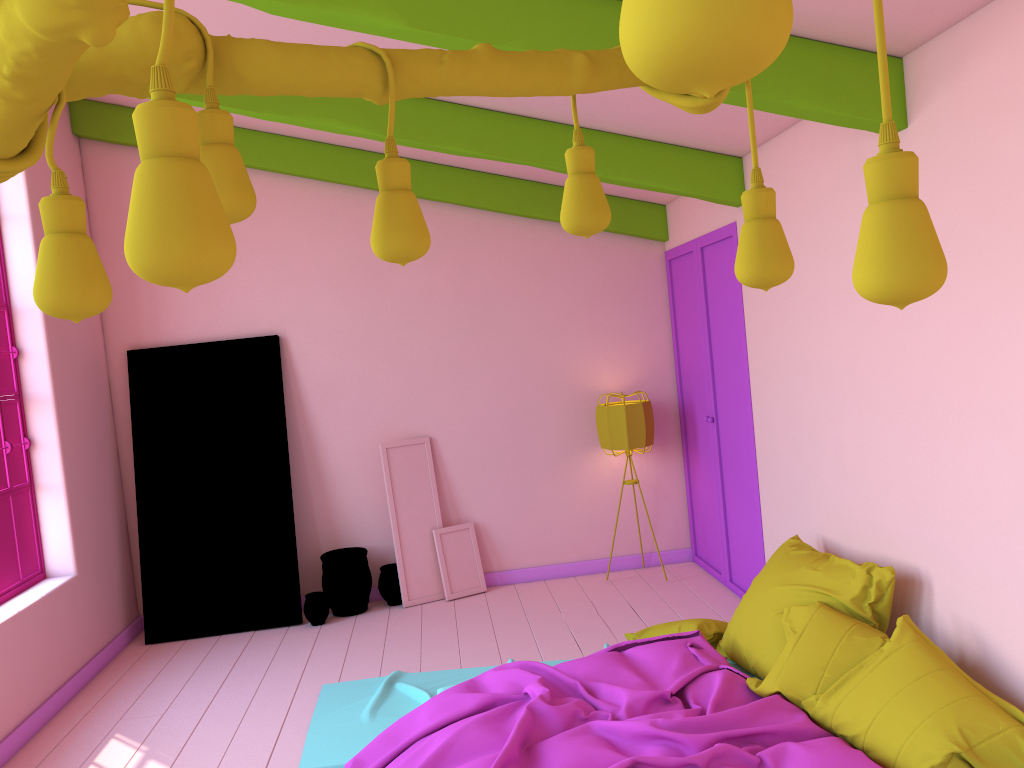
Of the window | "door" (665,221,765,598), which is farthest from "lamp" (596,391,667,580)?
the window

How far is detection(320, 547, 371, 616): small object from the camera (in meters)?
6.71

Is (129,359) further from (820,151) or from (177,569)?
(820,151)

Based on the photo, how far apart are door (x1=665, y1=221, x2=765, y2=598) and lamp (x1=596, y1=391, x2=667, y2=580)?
0.4 meters

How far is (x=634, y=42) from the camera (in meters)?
0.51

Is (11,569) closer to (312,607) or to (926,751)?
→ (312,607)

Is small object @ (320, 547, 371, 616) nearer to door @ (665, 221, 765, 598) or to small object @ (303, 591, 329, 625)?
small object @ (303, 591, 329, 625)

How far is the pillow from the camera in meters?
3.0

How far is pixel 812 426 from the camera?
4.79m

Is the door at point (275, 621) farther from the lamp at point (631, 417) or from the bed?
the lamp at point (631, 417)
